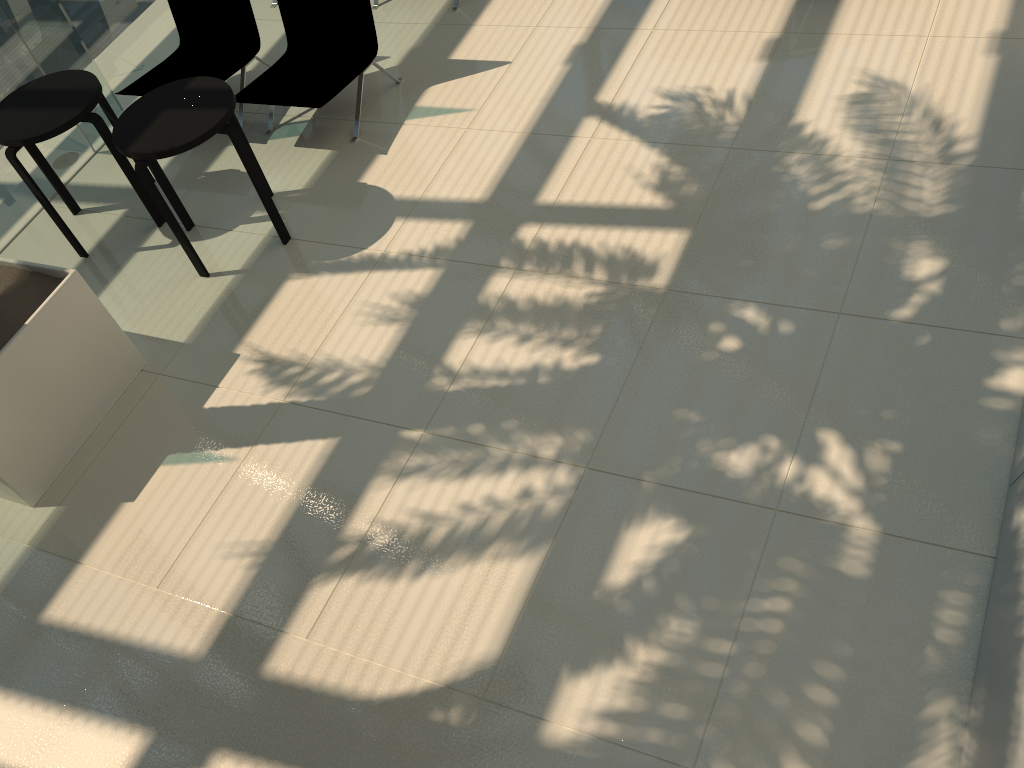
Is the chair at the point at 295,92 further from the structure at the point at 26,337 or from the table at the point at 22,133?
the structure at the point at 26,337

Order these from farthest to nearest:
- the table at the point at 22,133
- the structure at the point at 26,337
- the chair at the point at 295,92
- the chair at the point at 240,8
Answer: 1. the chair at the point at 240,8
2. the chair at the point at 295,92
3. the table at the point at 22,133
4. the structure at the point at 26,337

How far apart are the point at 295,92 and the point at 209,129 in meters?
1.2 m

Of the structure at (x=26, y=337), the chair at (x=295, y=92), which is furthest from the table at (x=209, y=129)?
the structure at (x=26, y=337)

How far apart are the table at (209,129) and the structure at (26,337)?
0.7m

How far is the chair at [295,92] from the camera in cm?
574

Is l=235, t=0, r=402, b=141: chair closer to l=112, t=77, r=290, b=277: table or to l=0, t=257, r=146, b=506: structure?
l=112, t=77, r=290, b=277: table

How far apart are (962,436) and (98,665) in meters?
3.7

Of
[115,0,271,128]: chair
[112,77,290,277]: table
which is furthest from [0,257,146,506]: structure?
[115,0,271,128]: chair

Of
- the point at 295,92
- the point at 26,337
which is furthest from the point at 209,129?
the point at 26,337
